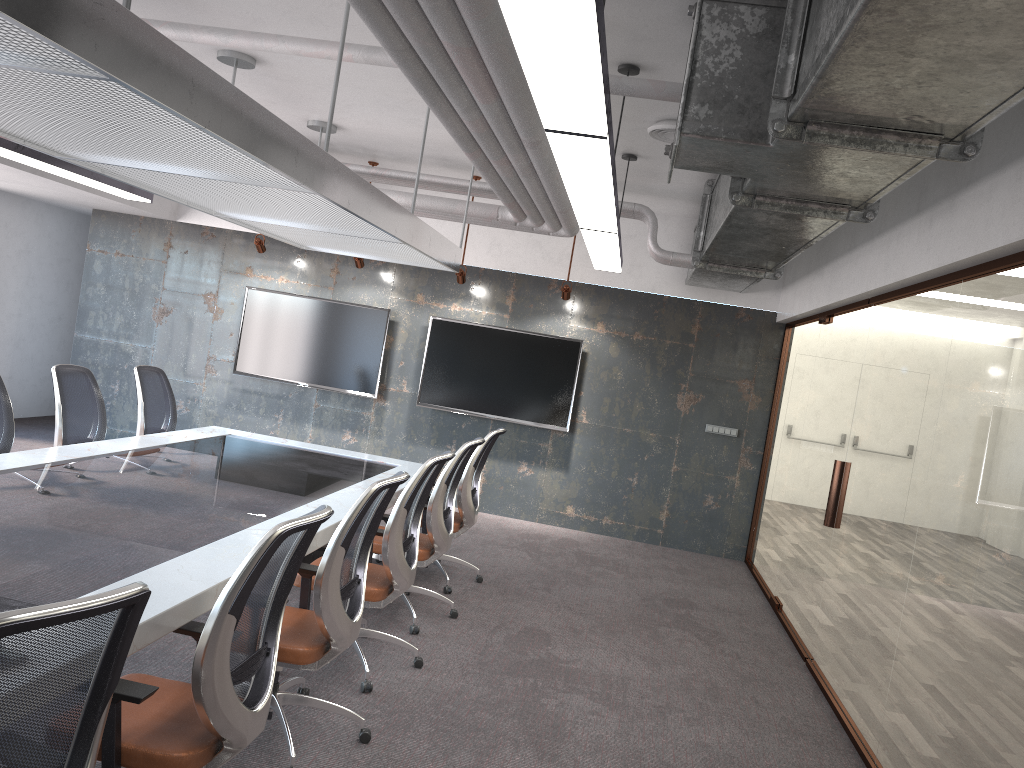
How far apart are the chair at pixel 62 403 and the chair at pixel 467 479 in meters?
2.3

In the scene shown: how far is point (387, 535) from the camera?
4.3 meters

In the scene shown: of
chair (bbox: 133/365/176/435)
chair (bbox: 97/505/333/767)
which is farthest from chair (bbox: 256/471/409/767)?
chair (bbox: 133/365/176/435)

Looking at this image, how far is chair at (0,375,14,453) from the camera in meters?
5.2

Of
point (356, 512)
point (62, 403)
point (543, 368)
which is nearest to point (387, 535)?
point (356, 512)

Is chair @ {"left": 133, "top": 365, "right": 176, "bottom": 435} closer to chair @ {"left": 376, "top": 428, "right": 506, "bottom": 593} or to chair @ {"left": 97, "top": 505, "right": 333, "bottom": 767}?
chair @ {"left": 376, "top": 428, "right": 506, "bottom": 593}

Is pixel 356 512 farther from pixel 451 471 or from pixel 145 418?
pixel 145 418

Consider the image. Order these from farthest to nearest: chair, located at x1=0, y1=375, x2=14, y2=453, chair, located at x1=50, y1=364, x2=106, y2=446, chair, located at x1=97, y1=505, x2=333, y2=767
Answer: chair, located at x1=50, y1=364, x2=106, y2=446, chair, located at x1=0, y1=375, x2=14, y2=453, chair, located at x1=97, y1=505, x2=333, y2=767

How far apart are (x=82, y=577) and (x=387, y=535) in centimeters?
159cm

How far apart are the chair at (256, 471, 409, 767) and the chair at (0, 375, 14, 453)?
2.5m
